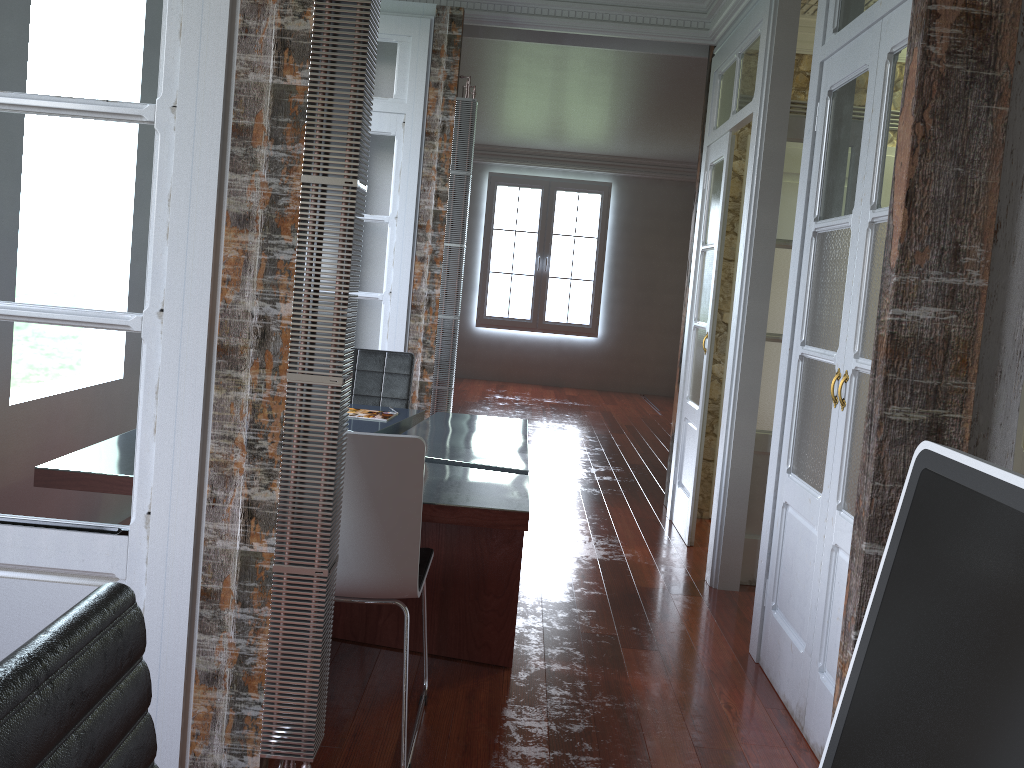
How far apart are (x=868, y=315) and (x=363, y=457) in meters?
1.5 m

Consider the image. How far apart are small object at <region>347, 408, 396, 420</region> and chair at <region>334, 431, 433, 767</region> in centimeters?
127cm

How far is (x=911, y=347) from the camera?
1.7 meters

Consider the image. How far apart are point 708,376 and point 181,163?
3.36m

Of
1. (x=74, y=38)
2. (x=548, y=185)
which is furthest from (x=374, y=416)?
(x=548, y=185)

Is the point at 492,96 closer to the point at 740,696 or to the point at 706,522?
the point at 706,522

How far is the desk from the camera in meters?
2.6

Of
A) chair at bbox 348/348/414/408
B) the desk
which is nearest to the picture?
chair at bbox 348/348/414/408

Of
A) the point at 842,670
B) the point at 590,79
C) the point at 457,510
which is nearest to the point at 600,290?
the point at 590,79

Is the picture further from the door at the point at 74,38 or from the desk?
the door at the point at 74,38
